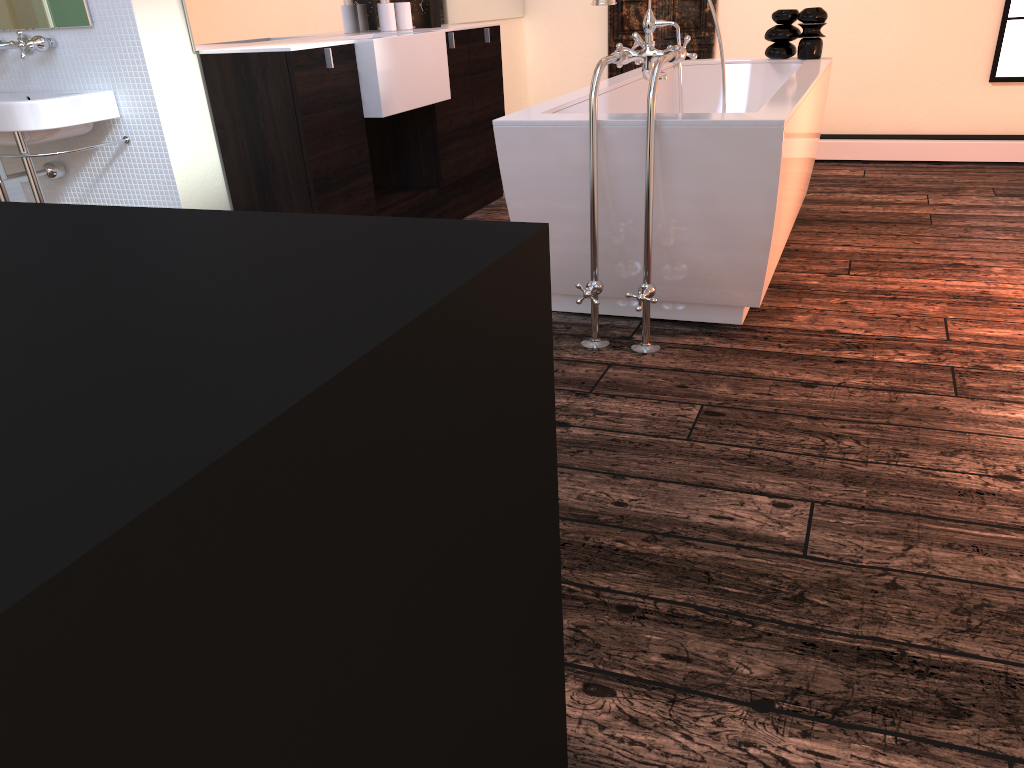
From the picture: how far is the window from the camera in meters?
4.8 m

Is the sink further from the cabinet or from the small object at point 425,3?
the small object at point 425,3

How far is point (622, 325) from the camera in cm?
287

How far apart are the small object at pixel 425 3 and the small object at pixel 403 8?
0.1m

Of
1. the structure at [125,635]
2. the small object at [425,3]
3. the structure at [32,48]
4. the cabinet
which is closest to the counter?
the cabinet

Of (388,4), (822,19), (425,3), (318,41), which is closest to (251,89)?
(318,41)

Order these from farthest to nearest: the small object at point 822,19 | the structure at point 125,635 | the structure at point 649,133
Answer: the small object at point 822,19 < the structure at point 649,133 < the structure at point 125,635

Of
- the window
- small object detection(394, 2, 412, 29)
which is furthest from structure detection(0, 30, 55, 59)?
the window

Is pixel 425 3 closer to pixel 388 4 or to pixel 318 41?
pixel 388 4

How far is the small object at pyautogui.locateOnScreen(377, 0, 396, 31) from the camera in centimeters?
398cm
